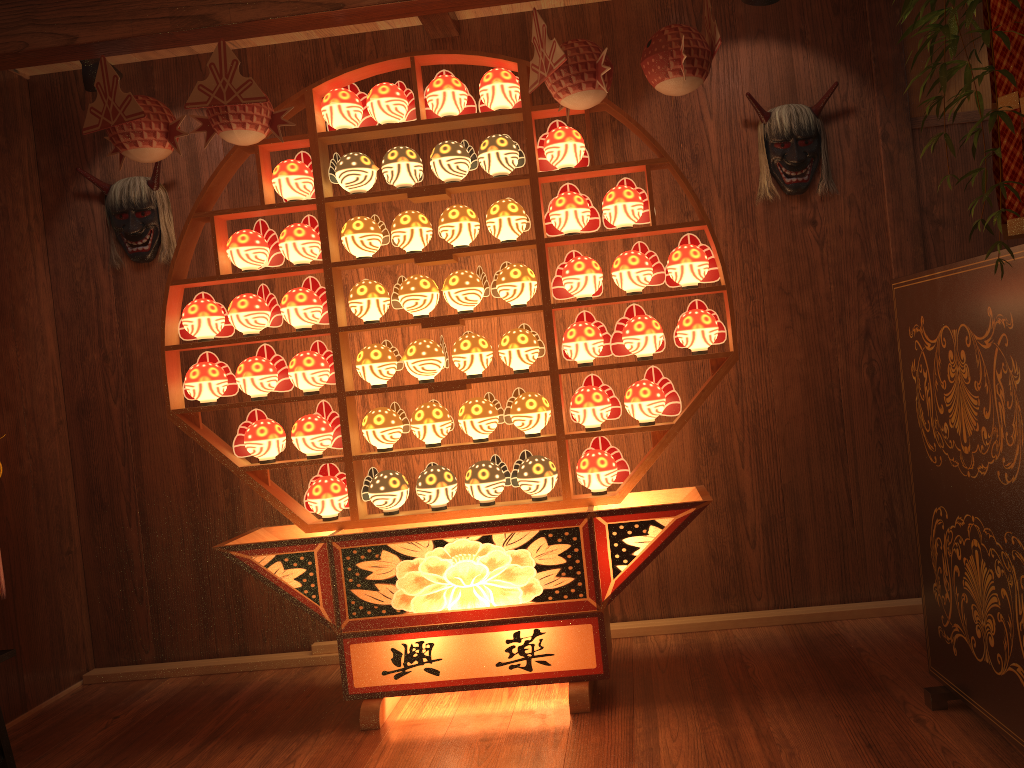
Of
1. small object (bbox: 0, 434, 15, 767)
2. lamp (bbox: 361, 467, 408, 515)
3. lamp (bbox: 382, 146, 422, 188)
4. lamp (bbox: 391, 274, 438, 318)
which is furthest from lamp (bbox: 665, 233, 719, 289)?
small object (bbox: 0, 434, 15, 767)

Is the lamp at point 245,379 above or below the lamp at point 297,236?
below

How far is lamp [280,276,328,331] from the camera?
3.1m

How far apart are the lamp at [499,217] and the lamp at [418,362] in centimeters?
43cm

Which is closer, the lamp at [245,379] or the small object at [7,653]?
the small object at [7,653]

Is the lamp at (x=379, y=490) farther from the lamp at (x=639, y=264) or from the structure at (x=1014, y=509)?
the structure at (x=1014, y=509)

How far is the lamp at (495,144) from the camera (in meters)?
2.95

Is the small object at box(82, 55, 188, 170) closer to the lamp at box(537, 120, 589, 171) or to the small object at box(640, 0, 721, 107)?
the lamp at box(537, 120, 589, 171)

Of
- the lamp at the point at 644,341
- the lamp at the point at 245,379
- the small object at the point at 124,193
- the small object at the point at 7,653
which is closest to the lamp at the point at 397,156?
the lamp at the point at 245,379

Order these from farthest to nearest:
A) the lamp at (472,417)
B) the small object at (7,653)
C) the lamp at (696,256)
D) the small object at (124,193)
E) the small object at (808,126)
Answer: the small object at (124,193) → the small object at (808,126) → the lamp at (472,417) → the lamp at (696,256) → the small object at (7,653)
